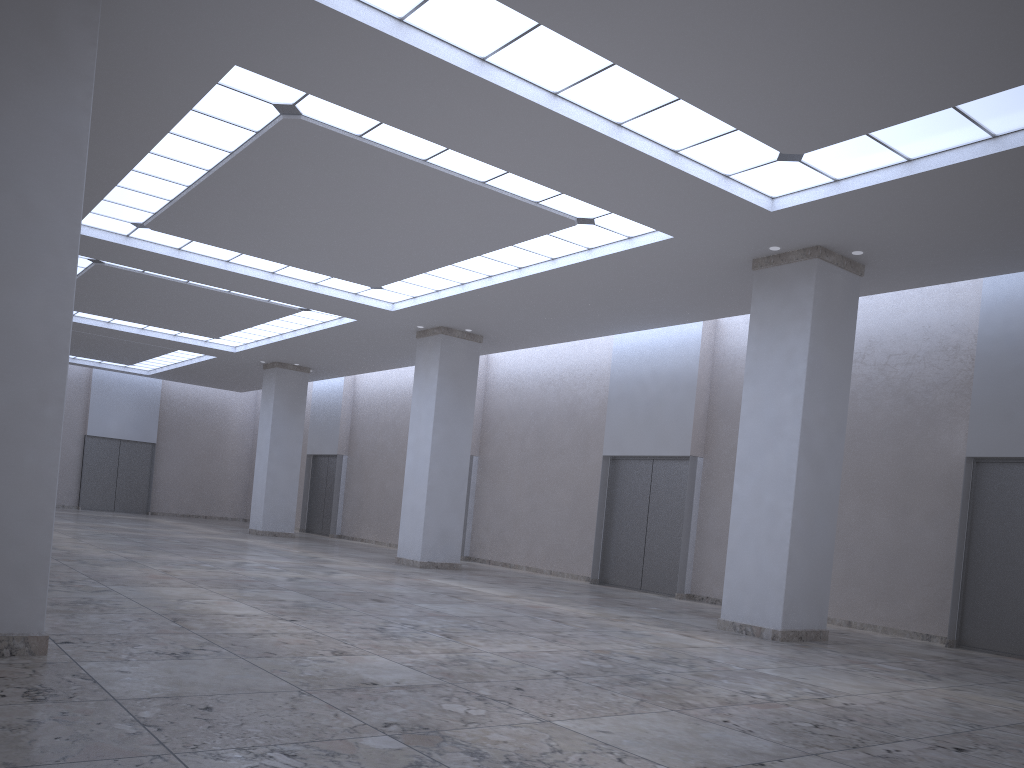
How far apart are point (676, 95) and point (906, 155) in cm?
906

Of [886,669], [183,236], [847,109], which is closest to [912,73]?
[847,109]
